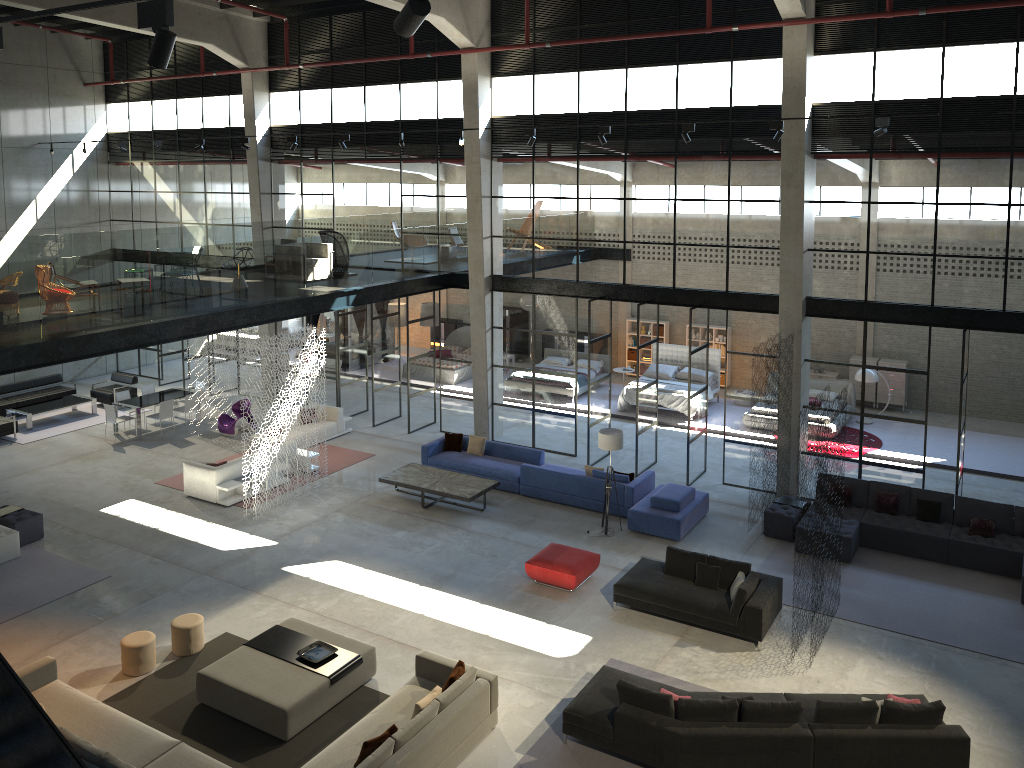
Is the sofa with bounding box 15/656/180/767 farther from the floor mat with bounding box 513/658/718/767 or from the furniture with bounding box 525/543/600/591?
the furniture with bounding box 525/543/600/591

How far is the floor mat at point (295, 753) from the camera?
9.8 meters

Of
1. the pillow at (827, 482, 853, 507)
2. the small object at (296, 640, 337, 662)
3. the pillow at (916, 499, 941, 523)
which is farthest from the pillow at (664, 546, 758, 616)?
the small object at (296, 640, 337, 662)

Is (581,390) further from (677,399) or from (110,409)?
(110,409)

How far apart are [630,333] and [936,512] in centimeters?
1273cm

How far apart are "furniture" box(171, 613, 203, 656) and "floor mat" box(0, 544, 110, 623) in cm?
275

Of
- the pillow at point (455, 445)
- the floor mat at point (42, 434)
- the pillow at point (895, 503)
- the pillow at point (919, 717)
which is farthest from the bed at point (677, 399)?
the floor mat at point (42, 434)

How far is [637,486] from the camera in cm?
1604

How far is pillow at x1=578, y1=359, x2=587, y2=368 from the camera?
25.1 meters

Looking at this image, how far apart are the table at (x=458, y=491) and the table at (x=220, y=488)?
2.7m
